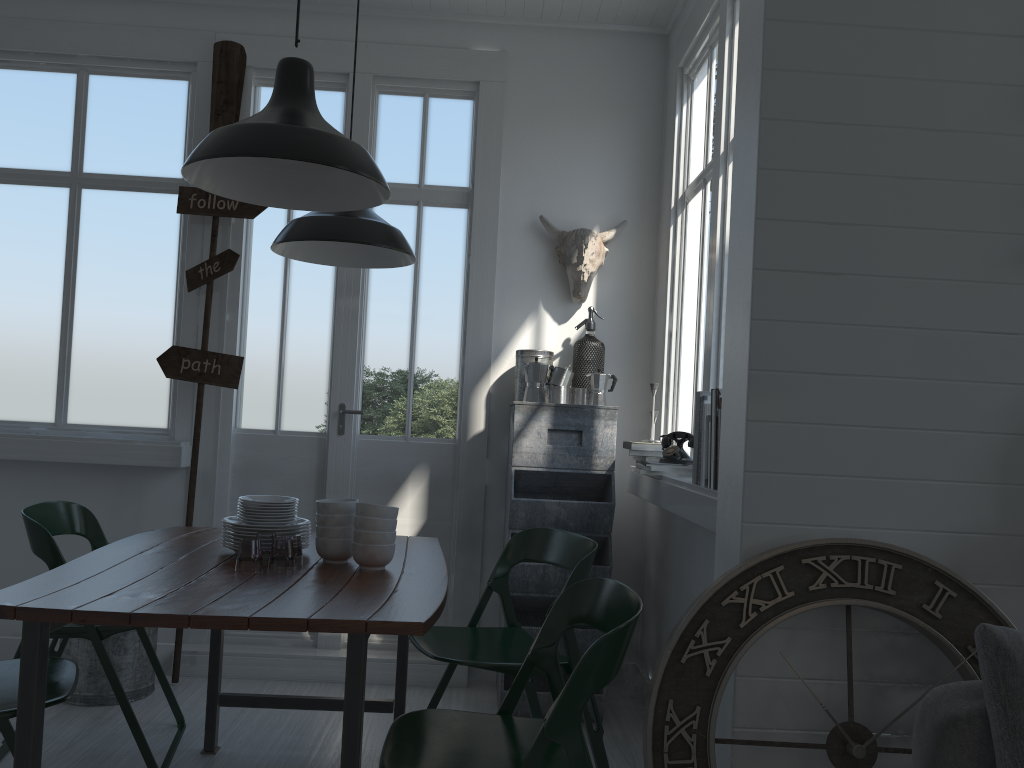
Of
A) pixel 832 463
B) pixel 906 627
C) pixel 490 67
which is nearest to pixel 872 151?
pixel 832 463

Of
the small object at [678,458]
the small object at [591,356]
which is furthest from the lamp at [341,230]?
Result: the small object at [678,458]

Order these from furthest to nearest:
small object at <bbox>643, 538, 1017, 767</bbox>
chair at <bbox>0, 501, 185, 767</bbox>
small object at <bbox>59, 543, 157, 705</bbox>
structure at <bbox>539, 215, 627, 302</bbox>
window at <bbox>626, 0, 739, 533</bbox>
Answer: structure at <bbox>539, 215, 627, 302</bbox> → small object at <bbox>59, 543, 157, 705</bbox> → window at <bbox>626, 0, 739, 533</bbox> → chair at <bbox>0, 501, 185, 767</bbox> → small object at <bbox>643, 538, 1017, 767</bbox>

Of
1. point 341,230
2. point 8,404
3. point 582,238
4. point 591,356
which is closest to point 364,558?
point 341,230

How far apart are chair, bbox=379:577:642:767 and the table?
0.06m

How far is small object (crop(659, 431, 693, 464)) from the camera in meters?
3.9

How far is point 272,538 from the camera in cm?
643

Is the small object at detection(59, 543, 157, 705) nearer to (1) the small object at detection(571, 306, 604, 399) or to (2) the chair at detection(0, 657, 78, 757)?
(2) the chair at detection(0, 657, 78, 757)

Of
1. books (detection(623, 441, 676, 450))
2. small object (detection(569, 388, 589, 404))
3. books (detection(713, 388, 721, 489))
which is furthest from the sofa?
small object (detection(569, 388, 589, 404))

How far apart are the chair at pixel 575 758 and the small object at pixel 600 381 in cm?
196
